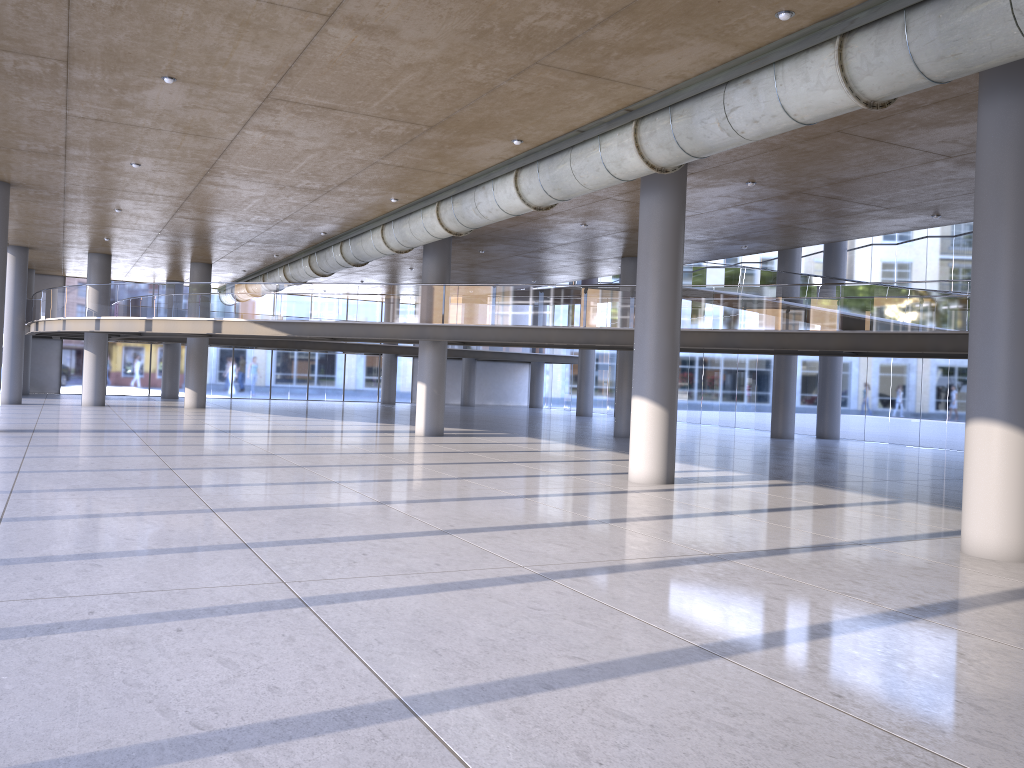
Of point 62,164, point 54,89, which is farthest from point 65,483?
point 62,164

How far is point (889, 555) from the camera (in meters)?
9.43
